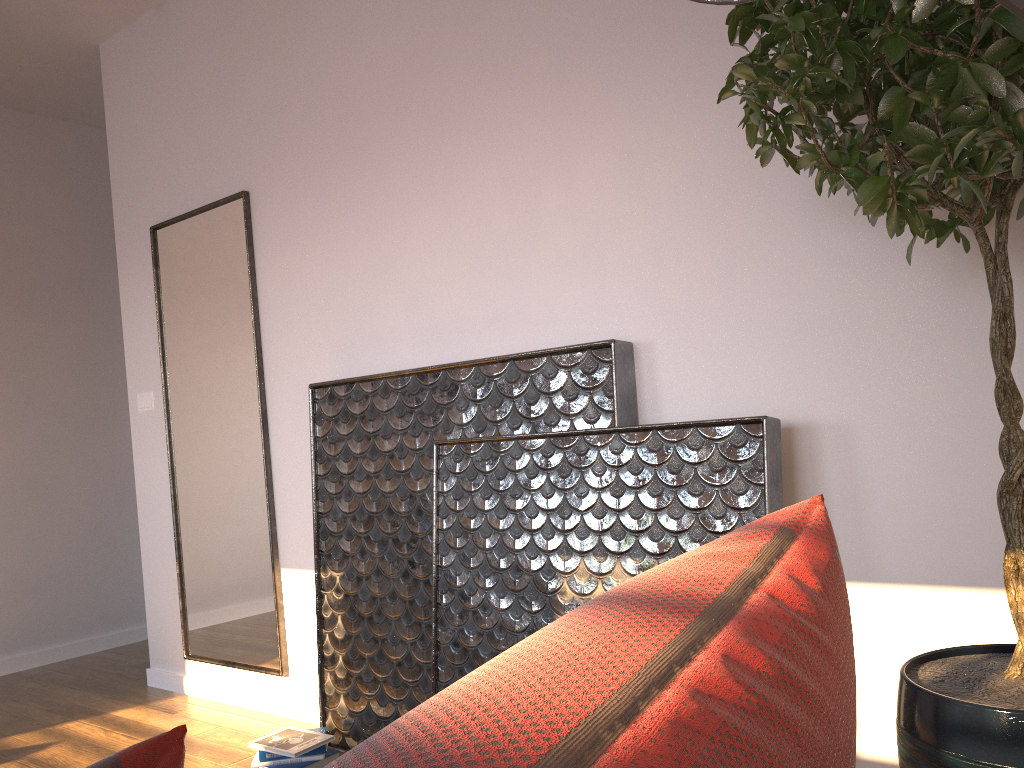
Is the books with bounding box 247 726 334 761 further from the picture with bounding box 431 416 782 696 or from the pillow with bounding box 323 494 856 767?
the pillow with bounding box 323 494 856 767

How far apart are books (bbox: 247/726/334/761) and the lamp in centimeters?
258cm

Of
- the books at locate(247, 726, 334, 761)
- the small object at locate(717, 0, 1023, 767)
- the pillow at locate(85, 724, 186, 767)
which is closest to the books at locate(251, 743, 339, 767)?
the books at locate(247, 726, 334, 761)

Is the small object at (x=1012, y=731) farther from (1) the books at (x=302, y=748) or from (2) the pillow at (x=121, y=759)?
(1) the books at (x=302, y=748)

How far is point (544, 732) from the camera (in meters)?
0.24

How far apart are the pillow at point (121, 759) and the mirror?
3.0 meters

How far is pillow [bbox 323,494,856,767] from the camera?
0.24m

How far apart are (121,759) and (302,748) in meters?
2.5 m

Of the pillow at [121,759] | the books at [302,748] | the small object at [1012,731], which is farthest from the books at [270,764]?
the pillow at [121,759]

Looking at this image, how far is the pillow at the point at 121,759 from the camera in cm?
42
